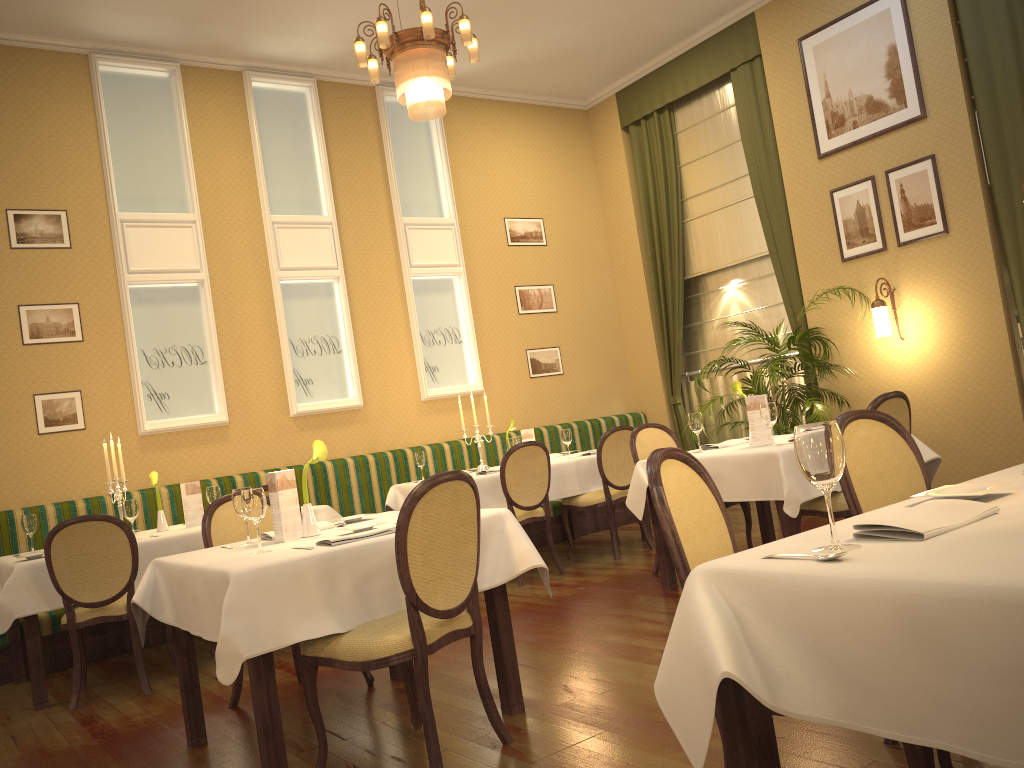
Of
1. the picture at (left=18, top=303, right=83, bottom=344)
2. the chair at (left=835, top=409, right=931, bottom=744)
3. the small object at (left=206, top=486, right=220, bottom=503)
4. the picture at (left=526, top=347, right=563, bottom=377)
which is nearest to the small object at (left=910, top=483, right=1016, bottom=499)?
the chair at (left=835, top=409, right=931, bottom=744)

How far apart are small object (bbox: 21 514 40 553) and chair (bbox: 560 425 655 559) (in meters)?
3.56

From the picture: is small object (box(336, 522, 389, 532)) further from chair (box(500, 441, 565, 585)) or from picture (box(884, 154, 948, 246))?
picture (box(884, 154, 948, 246))

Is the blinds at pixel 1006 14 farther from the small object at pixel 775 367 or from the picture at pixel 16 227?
the picture at pixel 16 227

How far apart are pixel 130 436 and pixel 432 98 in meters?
3.7 m

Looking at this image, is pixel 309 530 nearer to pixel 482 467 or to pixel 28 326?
pixel 482 467

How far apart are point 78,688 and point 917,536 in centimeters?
428cm

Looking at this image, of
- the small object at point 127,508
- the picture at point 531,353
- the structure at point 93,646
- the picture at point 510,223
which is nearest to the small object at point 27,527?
the structure at point 93,646

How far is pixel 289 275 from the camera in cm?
751

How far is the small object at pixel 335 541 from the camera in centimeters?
304cm
